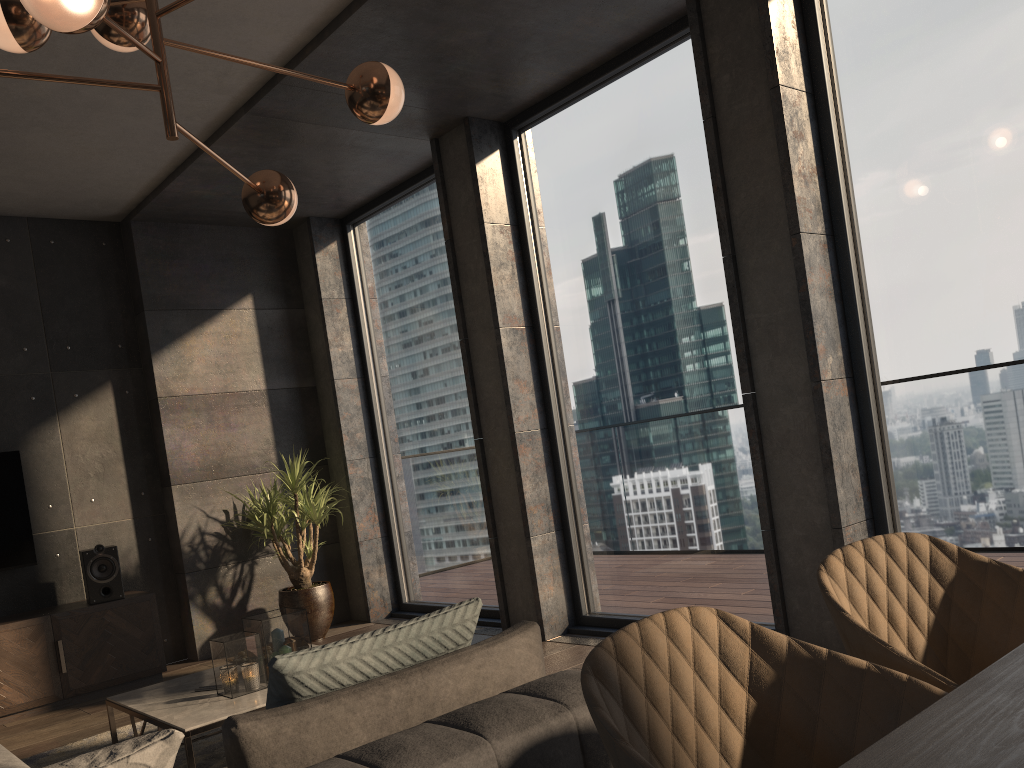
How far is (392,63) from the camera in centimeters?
433cm

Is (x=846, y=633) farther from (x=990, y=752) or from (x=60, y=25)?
(x=60, y=25)

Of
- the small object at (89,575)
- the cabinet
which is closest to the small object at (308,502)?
the cabinet

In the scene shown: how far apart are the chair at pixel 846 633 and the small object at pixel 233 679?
2.5 meters

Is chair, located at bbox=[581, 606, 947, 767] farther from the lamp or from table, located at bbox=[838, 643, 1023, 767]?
the lamp

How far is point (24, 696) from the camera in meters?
A: 4.9 m

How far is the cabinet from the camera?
4.9m

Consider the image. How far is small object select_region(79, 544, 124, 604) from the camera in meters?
5.3

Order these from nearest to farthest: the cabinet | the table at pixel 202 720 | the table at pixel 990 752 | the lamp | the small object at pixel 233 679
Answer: the table at pixel 990 752, the lamp, the table at pixel 202 720, the small object at pixel 233 679, the cabinet

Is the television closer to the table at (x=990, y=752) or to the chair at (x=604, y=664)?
the chair at (x=604, y=664)
